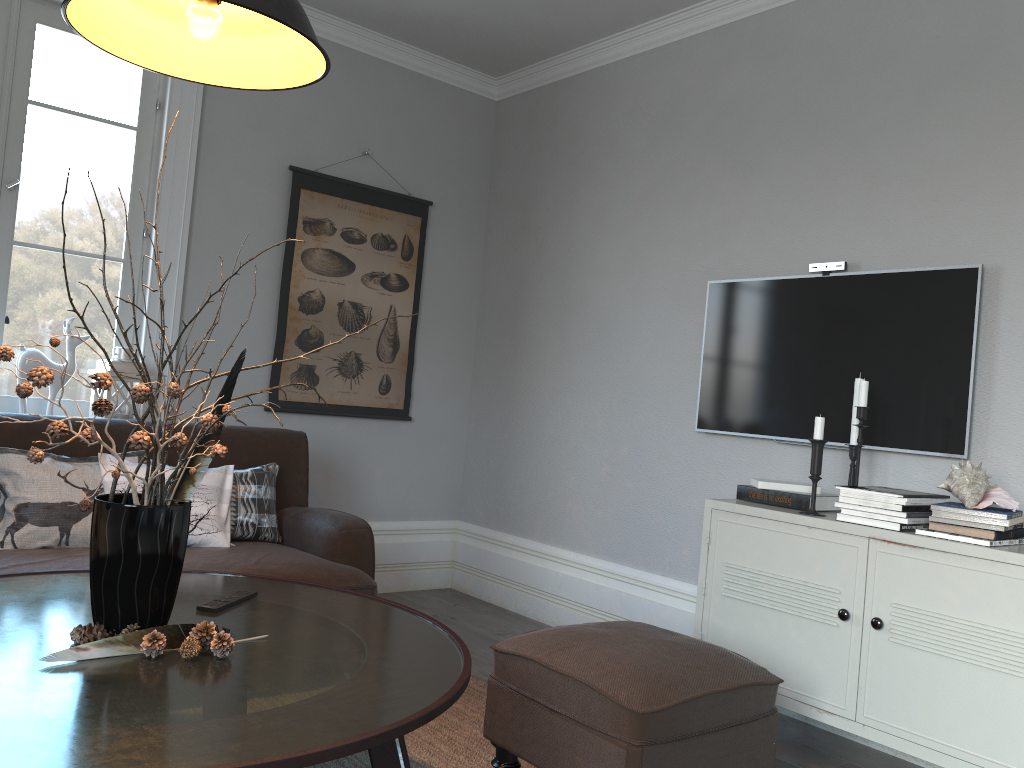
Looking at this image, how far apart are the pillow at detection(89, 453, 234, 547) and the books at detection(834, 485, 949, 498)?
2.0 meters

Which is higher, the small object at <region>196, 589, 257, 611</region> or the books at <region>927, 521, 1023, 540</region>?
the books at <region>927, 521, 1023, 540</region>

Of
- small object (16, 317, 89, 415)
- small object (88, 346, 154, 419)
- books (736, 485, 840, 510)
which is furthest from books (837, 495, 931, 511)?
small object (16, 317, 89, 415)

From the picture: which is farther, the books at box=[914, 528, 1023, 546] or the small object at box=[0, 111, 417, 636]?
the books at box=[914, 528, 1023, 546]

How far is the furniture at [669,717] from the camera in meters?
1.9 m

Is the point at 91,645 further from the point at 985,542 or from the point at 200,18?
the point at 985,542

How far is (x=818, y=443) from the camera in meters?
2.7 m

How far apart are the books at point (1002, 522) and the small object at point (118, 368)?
2.9 meters

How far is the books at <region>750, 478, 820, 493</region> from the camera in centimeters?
288cm

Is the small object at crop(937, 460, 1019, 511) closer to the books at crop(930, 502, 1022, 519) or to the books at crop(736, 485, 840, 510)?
the books at crop(930, 502, 1022, 519)
